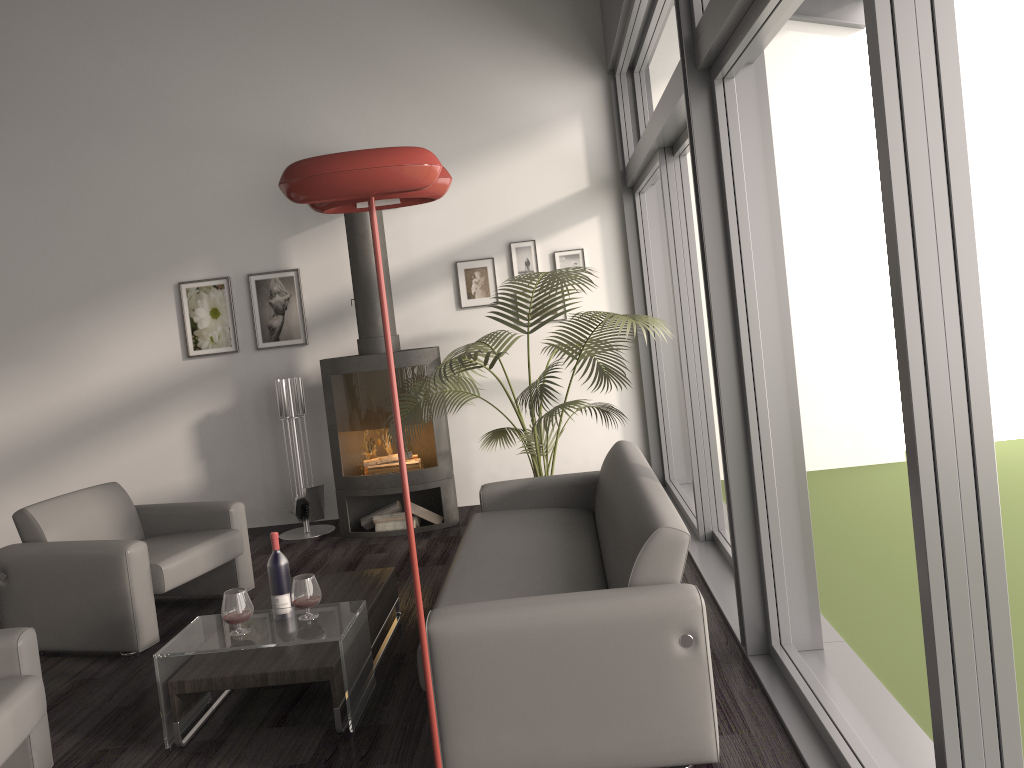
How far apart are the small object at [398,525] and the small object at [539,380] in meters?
0.8 m

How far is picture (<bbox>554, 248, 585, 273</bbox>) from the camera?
6.5 meters

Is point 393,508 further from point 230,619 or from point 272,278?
point 230,619

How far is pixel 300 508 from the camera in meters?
6.2 m

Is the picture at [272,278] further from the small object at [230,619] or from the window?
the small object at [230,619]

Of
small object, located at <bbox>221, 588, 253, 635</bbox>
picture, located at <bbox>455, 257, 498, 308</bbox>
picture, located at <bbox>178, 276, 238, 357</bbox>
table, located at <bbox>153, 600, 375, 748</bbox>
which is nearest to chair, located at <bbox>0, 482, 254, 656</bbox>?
table, located at <bbox>153, 600, 375, 748</bbox>

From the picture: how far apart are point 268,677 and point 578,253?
4.15m

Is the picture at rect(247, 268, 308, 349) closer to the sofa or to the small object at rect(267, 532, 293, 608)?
the sofa

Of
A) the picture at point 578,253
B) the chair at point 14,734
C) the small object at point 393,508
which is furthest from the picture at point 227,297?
the chair at point 14,734

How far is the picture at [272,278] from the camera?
6.7 meters
